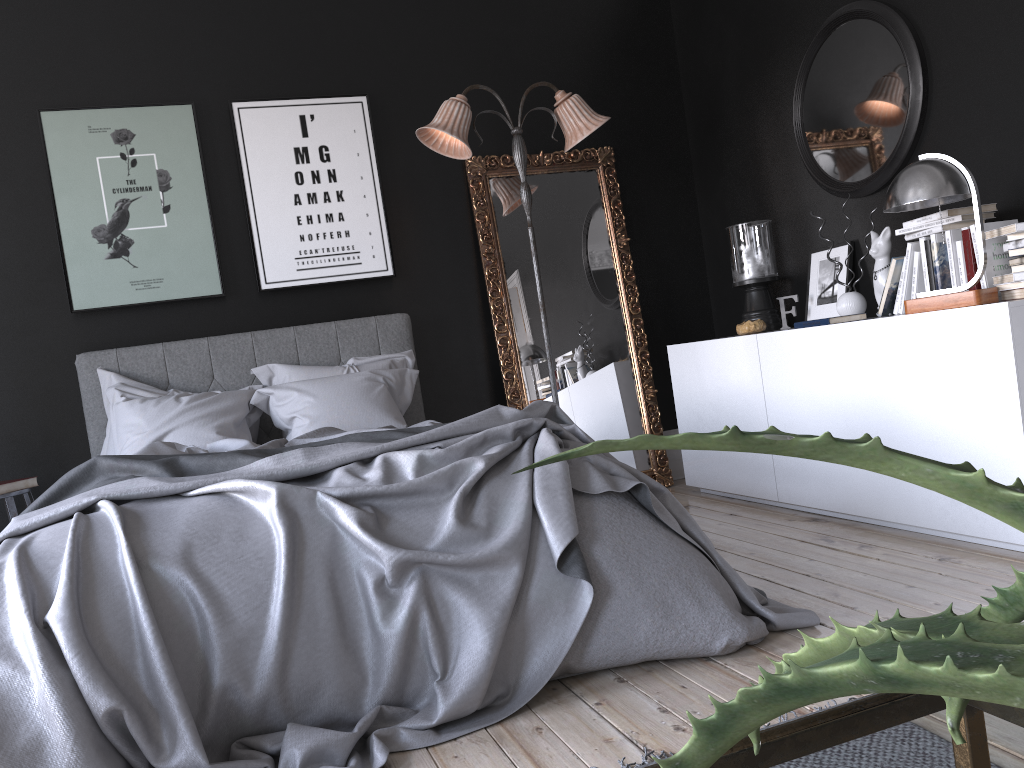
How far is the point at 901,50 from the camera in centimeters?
405cm

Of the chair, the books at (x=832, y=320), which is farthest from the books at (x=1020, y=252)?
the chair

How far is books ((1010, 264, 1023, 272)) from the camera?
3.20m

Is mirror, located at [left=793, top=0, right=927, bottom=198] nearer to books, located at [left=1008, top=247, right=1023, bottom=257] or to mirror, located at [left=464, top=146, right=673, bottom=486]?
books, located at [left=1008, top=247, right=1023, bottom=257]

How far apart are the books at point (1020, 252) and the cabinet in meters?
0.3

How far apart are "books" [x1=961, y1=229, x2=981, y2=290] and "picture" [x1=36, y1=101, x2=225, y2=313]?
3.7m

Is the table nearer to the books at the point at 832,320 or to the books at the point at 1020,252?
the books at the point at 1020,252

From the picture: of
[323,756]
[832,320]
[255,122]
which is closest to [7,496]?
[255,122]

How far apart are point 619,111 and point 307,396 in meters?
2.8 m

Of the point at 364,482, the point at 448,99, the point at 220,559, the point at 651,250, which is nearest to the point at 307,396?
the point at 448,99
